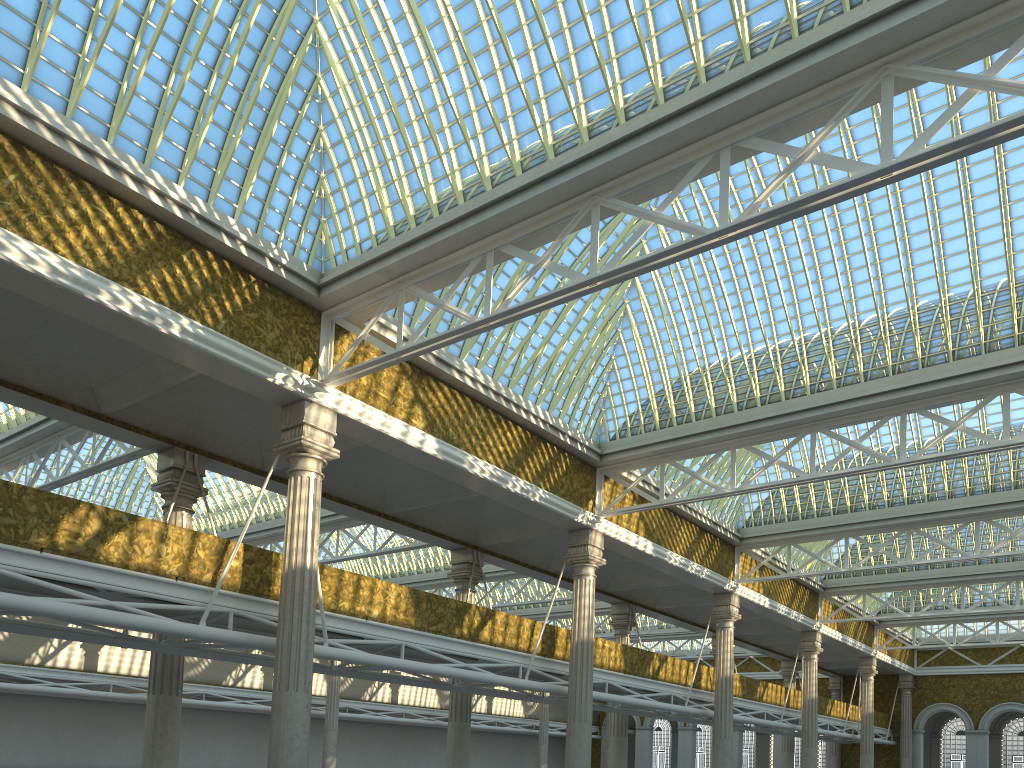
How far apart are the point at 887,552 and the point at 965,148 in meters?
23.1
